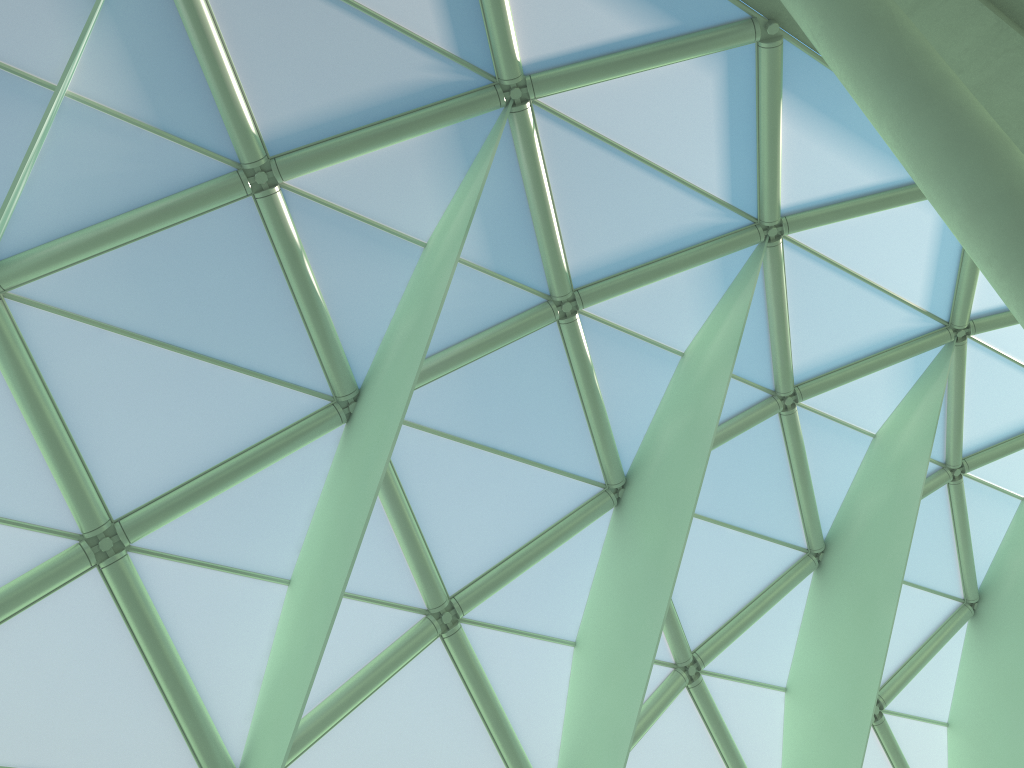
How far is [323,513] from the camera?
13.95m
